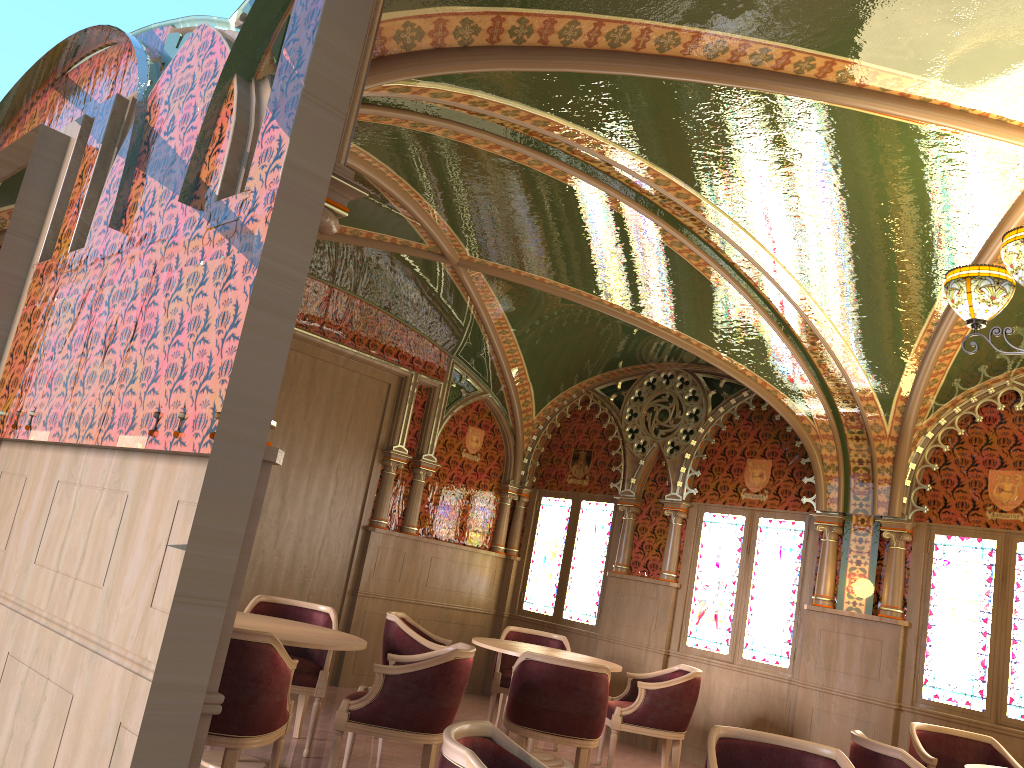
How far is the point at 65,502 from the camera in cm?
315

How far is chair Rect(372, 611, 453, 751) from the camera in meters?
6.3 m

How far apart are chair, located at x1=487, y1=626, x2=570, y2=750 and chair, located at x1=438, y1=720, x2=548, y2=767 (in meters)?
4.67

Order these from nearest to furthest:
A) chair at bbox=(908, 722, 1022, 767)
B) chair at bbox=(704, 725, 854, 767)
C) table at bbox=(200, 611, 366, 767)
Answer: chair at bbox=(704, 725, 854, 767) → table at bbox=(200, 611, 366, 767) → chair at bbox=(908, 722, 1022, 767)

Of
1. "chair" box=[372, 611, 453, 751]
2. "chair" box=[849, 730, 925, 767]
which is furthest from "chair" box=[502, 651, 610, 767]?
"chair" box=[849, 730, 925, 767]

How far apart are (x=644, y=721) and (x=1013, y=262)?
4.2m

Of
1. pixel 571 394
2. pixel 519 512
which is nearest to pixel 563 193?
pixel 571 394

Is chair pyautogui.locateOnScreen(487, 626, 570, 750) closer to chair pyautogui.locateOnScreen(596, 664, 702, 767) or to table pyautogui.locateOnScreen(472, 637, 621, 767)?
table pyautogui.locateOnScreen(472, 637, 621, 767)

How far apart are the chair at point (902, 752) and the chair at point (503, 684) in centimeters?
333cm

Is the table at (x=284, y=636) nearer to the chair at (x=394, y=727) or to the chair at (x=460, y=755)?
the chair at (x=394, y=727)
